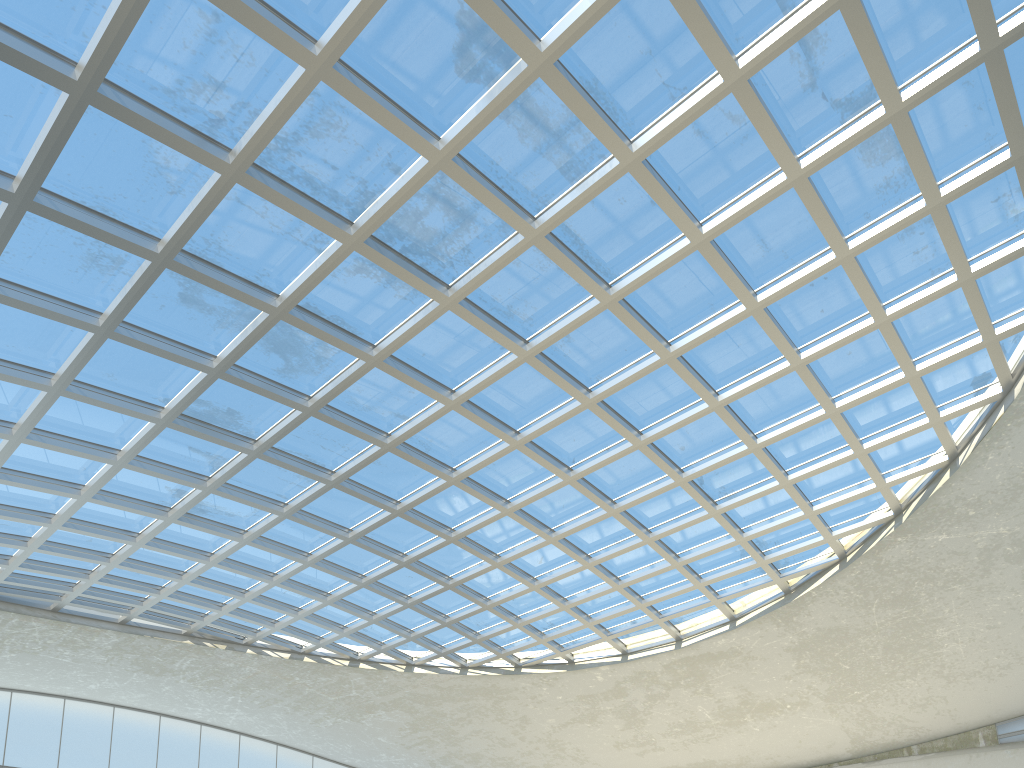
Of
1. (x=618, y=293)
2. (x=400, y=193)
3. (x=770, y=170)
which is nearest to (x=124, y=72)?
(x=400, y=193)
